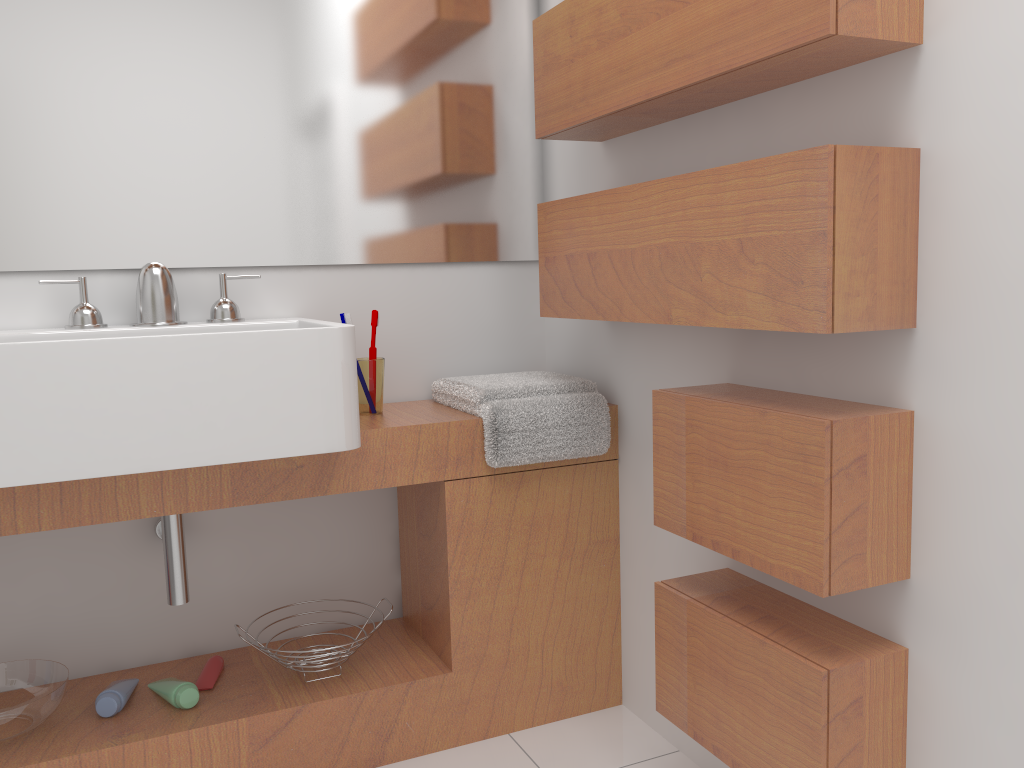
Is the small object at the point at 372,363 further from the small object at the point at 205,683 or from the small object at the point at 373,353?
the small object at the point at 205,683

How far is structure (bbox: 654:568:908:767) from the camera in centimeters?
125cm

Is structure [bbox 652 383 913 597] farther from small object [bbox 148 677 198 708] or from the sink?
small object [bbox 148 677 198 708]

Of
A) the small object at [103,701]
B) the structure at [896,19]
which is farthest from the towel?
the small object at [103,701]

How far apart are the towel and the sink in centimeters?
35cm

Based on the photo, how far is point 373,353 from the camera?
2.0m

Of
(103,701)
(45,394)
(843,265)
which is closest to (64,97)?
(45,394)

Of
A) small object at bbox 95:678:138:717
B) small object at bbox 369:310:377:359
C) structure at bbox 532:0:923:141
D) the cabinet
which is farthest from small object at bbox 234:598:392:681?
structure at bbox 532:0:923:141

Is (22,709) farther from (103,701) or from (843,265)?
(843,265)

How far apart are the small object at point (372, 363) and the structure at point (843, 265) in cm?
37
